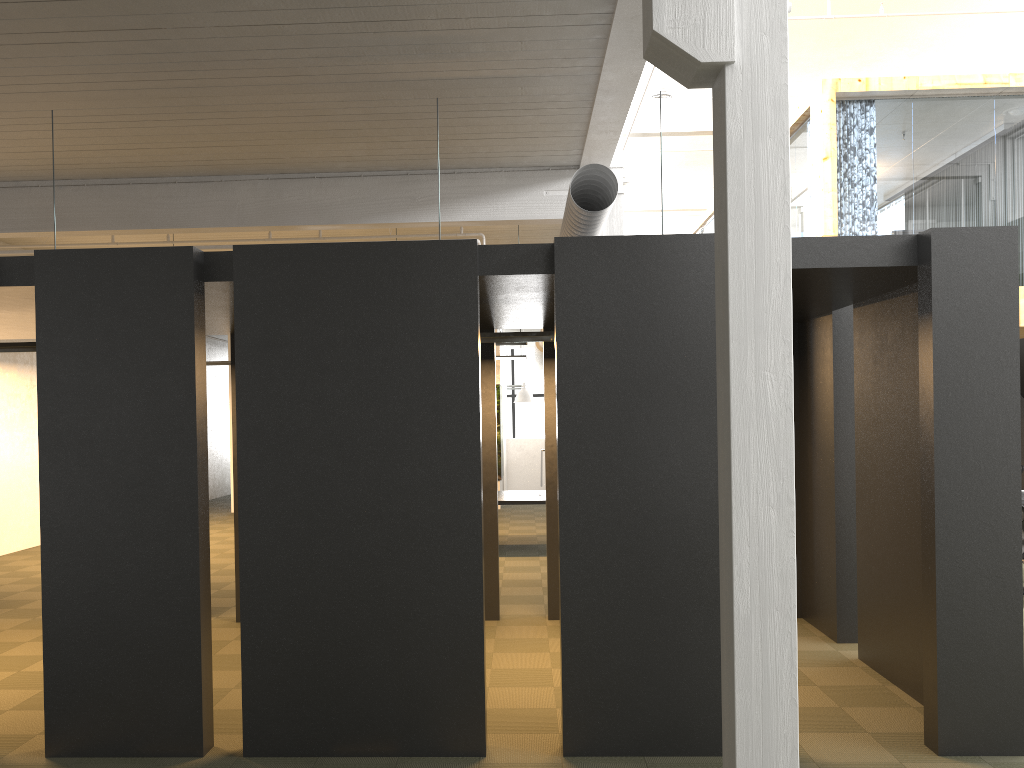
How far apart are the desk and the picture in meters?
5.1

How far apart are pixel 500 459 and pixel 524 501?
6.1m

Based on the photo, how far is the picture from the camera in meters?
17.9 m

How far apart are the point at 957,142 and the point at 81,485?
11.0m

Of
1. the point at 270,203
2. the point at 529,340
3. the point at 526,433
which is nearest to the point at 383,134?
the point at 270,203

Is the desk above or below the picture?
below

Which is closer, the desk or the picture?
the desk

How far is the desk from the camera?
11.8m
